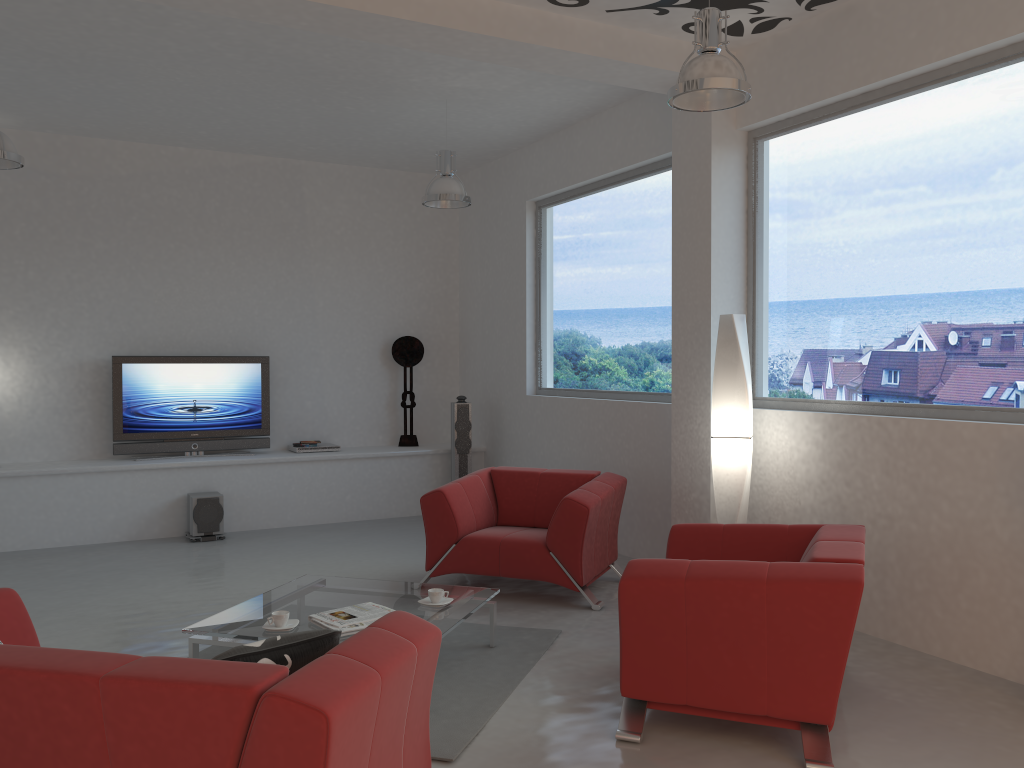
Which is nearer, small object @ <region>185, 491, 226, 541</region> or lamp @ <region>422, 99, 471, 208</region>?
lamp @ <region>422, 99, 471, 208</region>

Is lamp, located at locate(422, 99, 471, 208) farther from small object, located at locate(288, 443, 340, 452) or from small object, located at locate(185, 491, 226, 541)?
small object, located at locate(185, 491, 226, 541)

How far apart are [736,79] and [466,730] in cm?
302

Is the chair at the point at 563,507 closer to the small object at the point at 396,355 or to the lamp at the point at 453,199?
the lamp at the point at 453,199

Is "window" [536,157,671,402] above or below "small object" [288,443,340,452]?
above

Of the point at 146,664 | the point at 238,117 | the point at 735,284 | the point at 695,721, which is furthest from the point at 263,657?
the point at 238,117

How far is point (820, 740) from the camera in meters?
3.3

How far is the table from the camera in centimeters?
404cm

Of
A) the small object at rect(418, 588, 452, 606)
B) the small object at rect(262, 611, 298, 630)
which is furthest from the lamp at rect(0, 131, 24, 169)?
the small object at rect(418, 588, 452, 606)

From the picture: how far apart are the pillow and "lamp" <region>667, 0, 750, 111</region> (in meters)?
2.79
